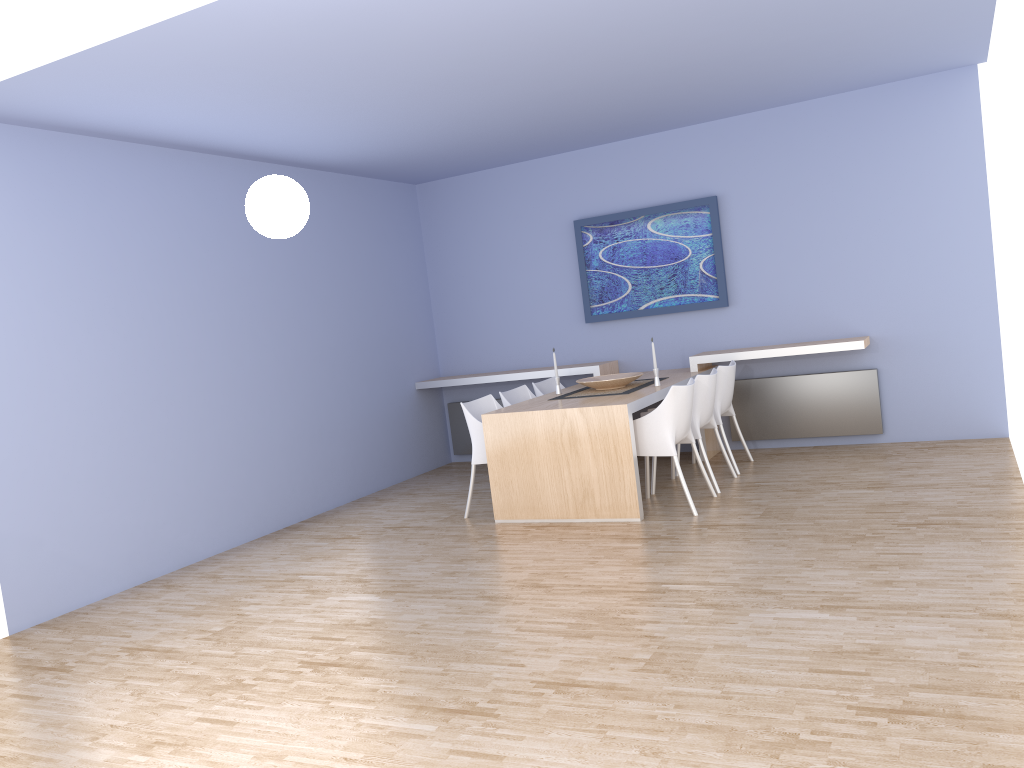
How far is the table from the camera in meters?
5.4

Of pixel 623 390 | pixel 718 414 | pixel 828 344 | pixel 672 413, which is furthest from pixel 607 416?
pixel 828 344

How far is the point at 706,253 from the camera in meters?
7.3 m

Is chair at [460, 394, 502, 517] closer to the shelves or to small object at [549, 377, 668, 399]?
small object at [549, 377, 668, 399]

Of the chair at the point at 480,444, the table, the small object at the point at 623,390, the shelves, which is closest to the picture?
the shelves

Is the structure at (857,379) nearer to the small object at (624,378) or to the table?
the table

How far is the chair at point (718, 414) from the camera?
6.4m

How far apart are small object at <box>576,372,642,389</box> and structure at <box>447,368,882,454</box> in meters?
1.2 m

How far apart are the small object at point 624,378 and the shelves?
0.69m

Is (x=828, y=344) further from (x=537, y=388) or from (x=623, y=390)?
(x=537, y=388)
